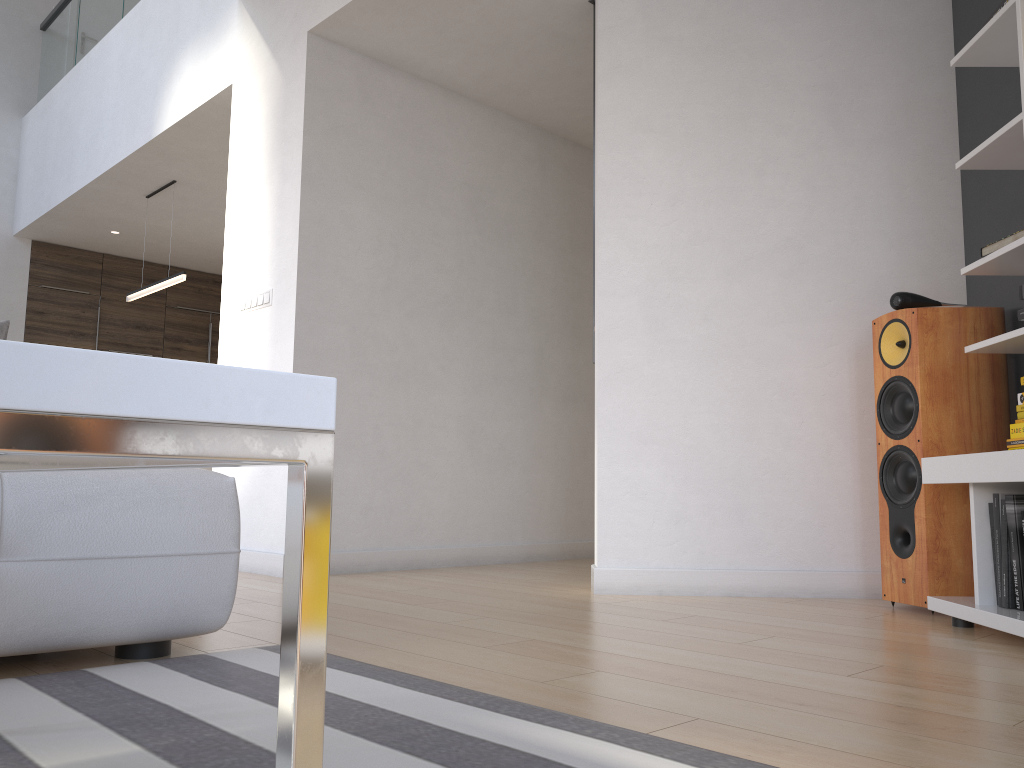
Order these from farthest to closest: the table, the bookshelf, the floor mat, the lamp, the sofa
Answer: the lamp → the bookshelf → the sofa → the floor mat → the table

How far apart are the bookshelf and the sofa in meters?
1.9 m

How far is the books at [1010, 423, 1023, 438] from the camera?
2.59m

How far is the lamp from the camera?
5.9m

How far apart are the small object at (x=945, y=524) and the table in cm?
270

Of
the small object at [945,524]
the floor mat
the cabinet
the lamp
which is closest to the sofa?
the floor mat

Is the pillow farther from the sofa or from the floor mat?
the floor mat

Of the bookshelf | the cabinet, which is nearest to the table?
the bookshelf

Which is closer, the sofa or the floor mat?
the floor mat

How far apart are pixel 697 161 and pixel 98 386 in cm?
336
